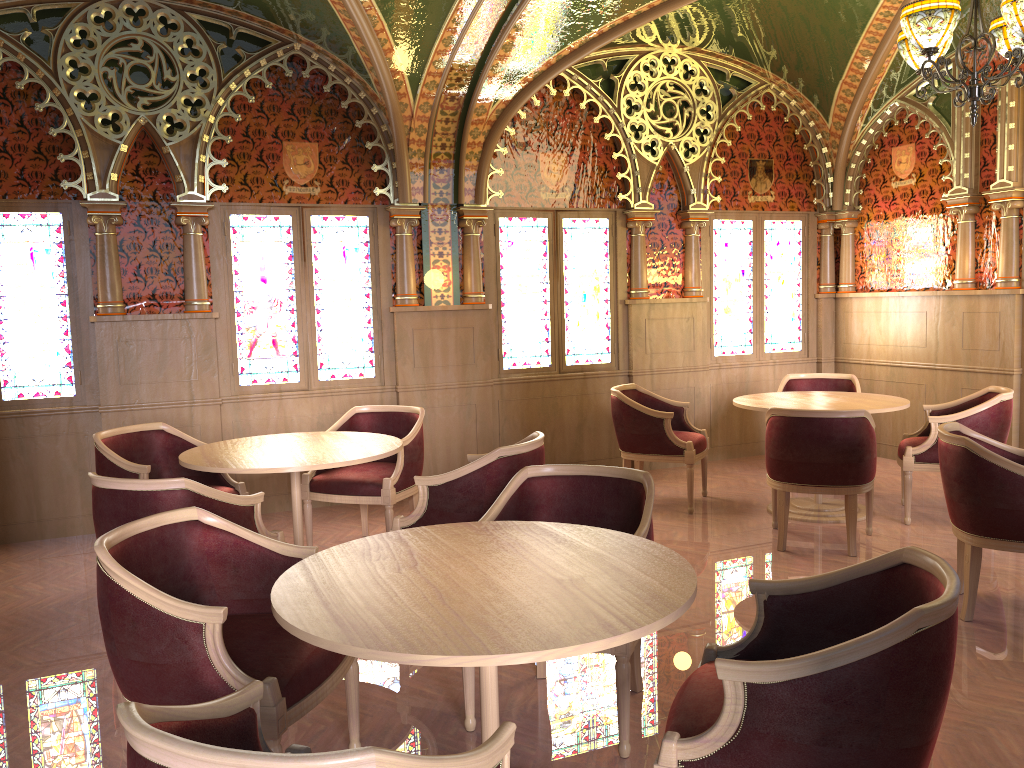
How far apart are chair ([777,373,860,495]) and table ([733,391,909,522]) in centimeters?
57cm

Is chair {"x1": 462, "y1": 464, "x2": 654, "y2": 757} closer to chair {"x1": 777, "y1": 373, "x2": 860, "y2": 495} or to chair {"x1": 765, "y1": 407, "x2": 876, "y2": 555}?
chair {"x1": 765, "y1": 407, "x2": 876, "y2": 555}

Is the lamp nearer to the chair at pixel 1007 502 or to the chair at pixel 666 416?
the chair at pixel 1007 502

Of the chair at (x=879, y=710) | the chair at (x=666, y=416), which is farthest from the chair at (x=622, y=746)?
the chair at (x=666, y=416)

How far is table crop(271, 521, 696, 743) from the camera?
1.96m

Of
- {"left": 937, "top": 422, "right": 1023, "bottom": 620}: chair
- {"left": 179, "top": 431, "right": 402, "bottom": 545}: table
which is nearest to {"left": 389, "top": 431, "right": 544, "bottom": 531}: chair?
{"left": 179, "top": 431, "right": 402, "bottom": 545}: table

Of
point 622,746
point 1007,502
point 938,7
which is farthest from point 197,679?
point 938,7

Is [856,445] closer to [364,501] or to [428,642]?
[364,501]

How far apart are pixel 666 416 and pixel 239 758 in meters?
5.1

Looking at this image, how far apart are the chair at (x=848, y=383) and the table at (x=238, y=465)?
3.54m
